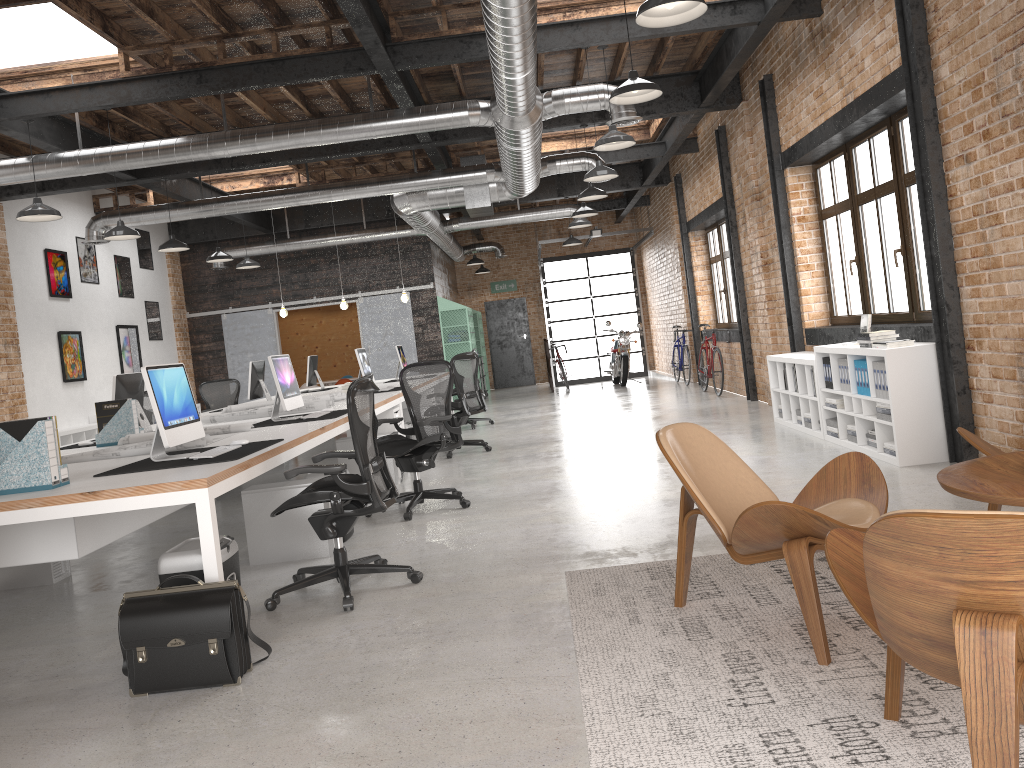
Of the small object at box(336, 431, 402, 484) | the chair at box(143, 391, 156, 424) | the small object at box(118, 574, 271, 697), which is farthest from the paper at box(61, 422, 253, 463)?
the chair at box(143, 391, 156, 424)

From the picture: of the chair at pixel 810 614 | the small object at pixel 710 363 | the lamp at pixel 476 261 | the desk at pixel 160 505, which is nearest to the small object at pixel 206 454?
the desk at pixel 160 505

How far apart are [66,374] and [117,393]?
6.3m

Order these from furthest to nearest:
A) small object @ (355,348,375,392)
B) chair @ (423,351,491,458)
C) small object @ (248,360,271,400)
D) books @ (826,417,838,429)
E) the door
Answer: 1. the door
2. small object @ (248,360,271,400)
3. small object @ (355,348,375,392)
4. chair @ (423,351,491,458)
5. books @ (826,417,838,429)

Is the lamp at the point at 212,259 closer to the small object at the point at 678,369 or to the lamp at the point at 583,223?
the lamp at the point at 583,223

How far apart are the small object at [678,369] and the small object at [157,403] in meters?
11.6

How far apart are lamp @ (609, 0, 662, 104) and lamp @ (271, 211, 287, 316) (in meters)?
8.32

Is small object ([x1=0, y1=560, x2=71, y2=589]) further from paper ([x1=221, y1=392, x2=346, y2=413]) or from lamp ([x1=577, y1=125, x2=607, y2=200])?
lamp ([x1=577, y1=125, x2=607, y2=200])

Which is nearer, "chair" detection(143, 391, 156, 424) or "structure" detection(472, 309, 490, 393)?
"chair" detection(143, 391, 156, 424)

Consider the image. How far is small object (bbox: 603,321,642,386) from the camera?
17.1 meters
